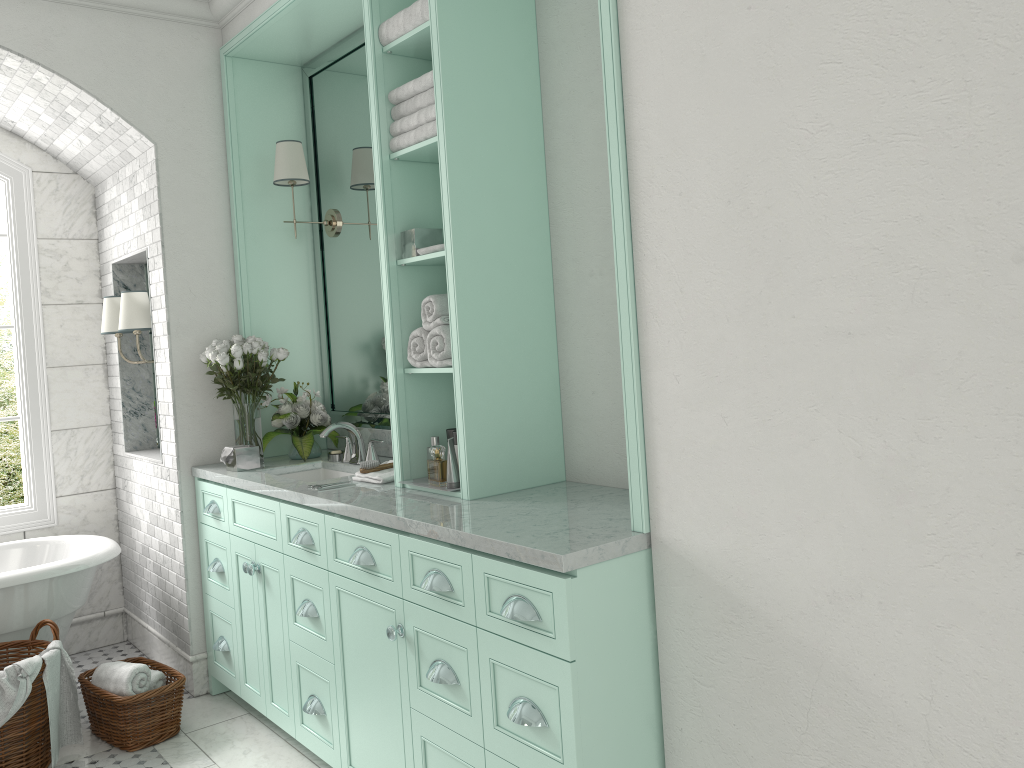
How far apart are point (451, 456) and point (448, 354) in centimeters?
37cm

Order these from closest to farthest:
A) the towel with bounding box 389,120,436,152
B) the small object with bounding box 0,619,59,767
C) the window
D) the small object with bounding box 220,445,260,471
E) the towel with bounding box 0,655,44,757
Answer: the towel with bounding box 389,120,436,152 < the towel with bounding box 0,655,44,757 < the small object with bounding box 0,619,59,767 < the small object with bounding box 220,445,260,471 < the window

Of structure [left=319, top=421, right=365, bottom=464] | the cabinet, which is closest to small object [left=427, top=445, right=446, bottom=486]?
structure [left=319, top=421, right=365, bottom=464]

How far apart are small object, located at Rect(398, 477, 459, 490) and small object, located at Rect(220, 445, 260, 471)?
1.2 meters

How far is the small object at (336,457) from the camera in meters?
4.3

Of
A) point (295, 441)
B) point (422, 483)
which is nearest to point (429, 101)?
point (422, 483)

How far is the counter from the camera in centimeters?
234cm

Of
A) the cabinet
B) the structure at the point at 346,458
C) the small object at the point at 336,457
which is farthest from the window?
the structure at the point at 346,458

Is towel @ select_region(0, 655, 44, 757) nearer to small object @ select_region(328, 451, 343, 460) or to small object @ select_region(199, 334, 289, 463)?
small object @ select_region(199, 334, 289, 463)

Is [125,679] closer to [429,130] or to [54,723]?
[54,723]
